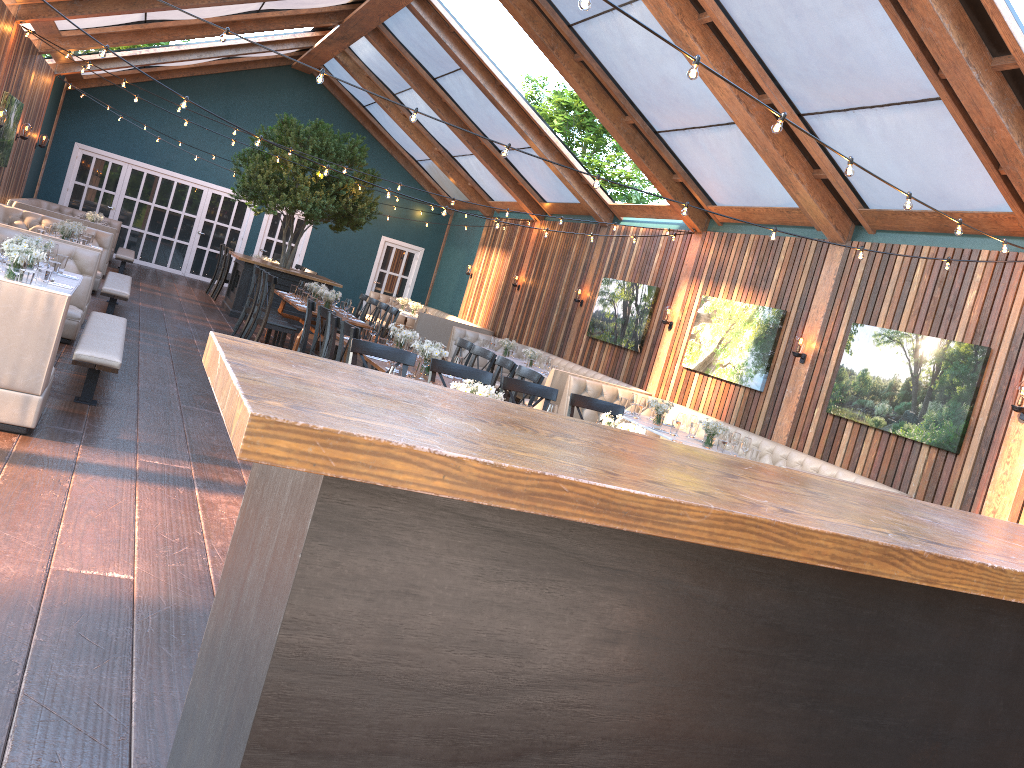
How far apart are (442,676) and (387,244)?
20.78m

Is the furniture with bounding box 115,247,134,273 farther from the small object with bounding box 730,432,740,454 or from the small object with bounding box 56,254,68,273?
the small object with bounding box 730,432,740,454

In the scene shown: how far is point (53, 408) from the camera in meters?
5.9 m

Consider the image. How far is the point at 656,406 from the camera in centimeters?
977cm

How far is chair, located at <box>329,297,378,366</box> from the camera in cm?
1285

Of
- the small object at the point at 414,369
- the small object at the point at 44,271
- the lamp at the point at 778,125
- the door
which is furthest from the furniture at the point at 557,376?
the door

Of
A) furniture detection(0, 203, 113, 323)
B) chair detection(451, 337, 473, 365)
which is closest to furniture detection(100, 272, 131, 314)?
furniture detection(0, 203, 113, 323)

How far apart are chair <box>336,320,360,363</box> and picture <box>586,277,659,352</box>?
6.6 meters

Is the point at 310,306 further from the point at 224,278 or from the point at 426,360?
the point at 224,278

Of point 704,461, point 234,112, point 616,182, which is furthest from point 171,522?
point 234,112
